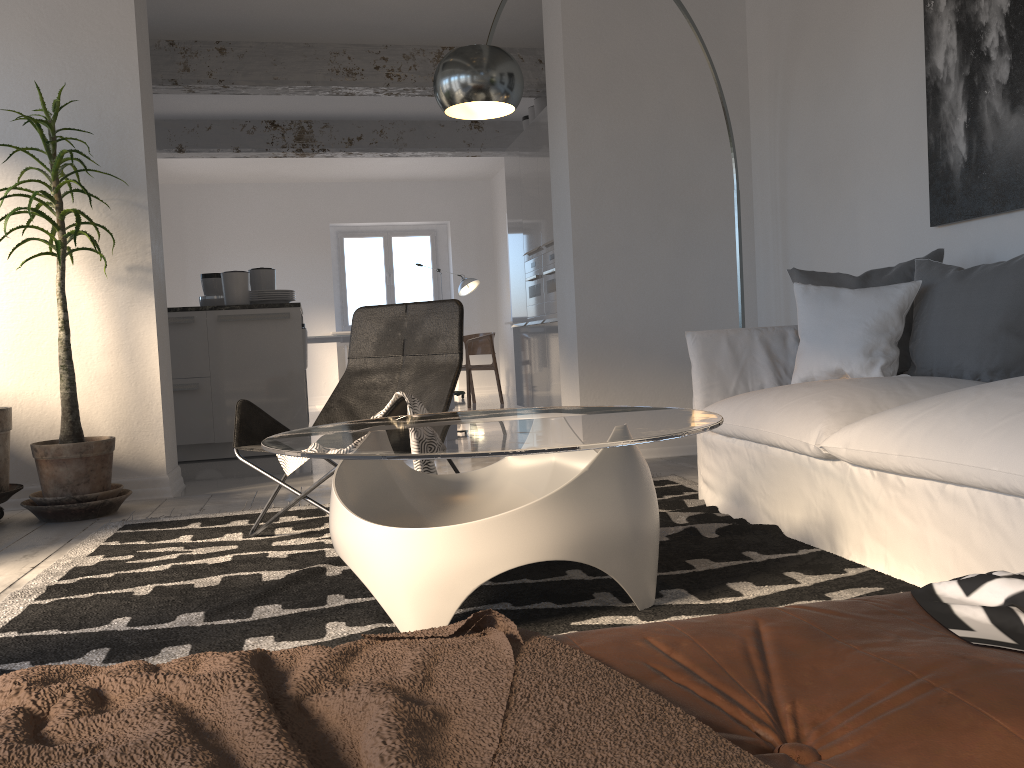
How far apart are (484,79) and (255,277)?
3.7 meters

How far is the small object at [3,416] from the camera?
3.7m

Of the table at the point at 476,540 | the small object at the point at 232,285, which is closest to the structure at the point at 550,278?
the small object at the point at 232,285

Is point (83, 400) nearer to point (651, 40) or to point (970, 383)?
point (651, 40)

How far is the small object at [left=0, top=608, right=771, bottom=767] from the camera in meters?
0.6

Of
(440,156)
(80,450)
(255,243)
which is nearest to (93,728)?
(80,450)

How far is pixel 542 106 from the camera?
7.28m

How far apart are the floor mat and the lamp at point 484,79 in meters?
1.5

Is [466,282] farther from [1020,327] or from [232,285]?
[1020,327]

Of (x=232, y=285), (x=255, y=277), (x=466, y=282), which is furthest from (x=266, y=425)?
(x=466, y=282)
